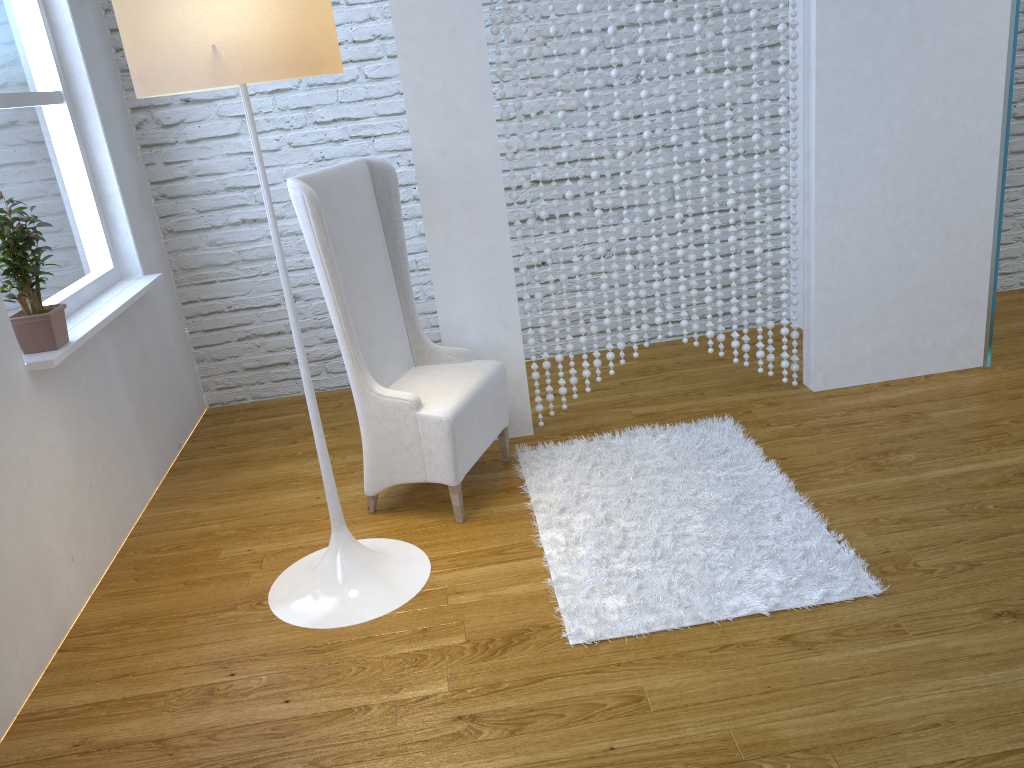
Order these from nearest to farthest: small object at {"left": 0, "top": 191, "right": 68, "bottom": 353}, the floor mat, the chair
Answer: the floor mat → small object at {"left": 0, "top": 191, "right": 68, "bottom": 353} → the chair

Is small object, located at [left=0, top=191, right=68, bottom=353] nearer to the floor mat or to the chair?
the chair

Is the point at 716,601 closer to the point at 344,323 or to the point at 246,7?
the point at 344,323

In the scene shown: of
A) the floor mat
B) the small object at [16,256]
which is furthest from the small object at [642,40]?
the small object at [16,256]

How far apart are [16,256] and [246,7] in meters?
1.0 m

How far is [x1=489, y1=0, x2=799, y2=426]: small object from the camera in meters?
2.6

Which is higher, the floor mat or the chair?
the chair

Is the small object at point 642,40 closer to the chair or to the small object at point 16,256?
the chair

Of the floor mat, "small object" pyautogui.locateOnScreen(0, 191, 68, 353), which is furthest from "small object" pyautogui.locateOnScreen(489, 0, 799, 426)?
"small object" pyautogui.locateOnScreen(0, 191, 68, 353)

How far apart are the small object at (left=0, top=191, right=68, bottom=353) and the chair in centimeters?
63cm
